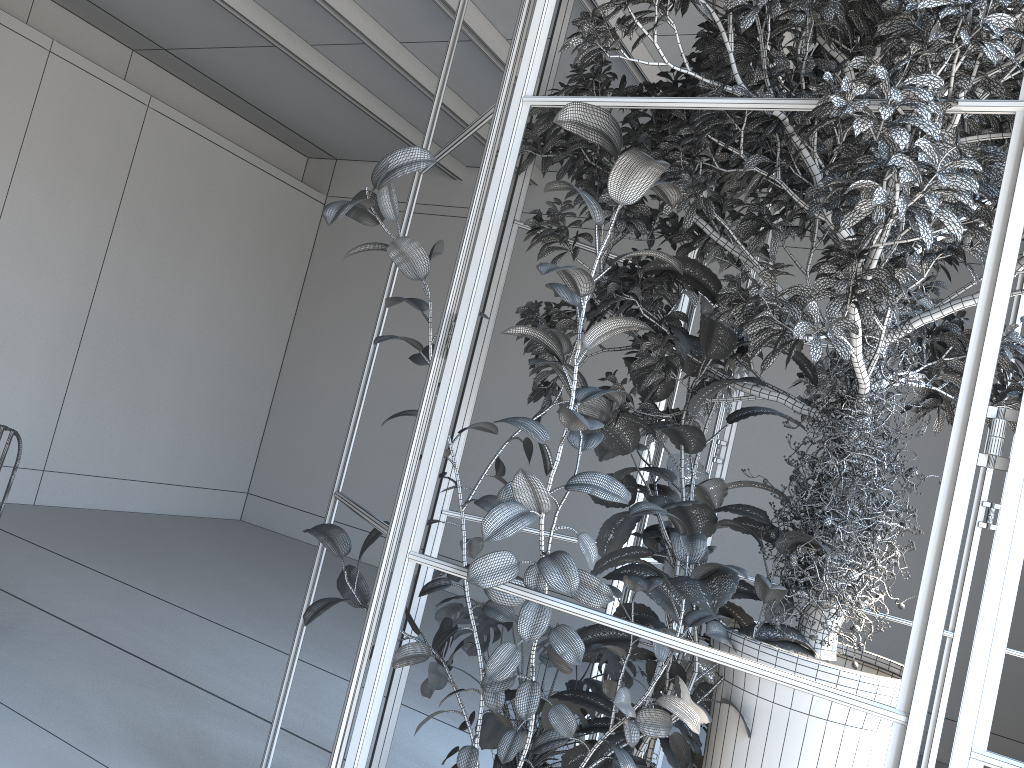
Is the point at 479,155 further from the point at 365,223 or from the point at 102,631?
the point at 365,223

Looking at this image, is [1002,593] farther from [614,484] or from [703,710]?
[703,710]

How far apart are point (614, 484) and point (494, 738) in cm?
129

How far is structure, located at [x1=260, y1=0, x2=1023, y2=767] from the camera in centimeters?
149cm

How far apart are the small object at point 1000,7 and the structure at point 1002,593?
0.0m

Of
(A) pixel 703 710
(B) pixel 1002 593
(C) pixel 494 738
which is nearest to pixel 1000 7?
(B) pixel 1002 593

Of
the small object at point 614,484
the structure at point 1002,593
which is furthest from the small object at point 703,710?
the structure at point 1002,593

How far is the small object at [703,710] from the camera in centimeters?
227cm

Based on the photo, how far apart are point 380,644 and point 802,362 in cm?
155

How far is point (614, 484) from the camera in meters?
1.8 m
